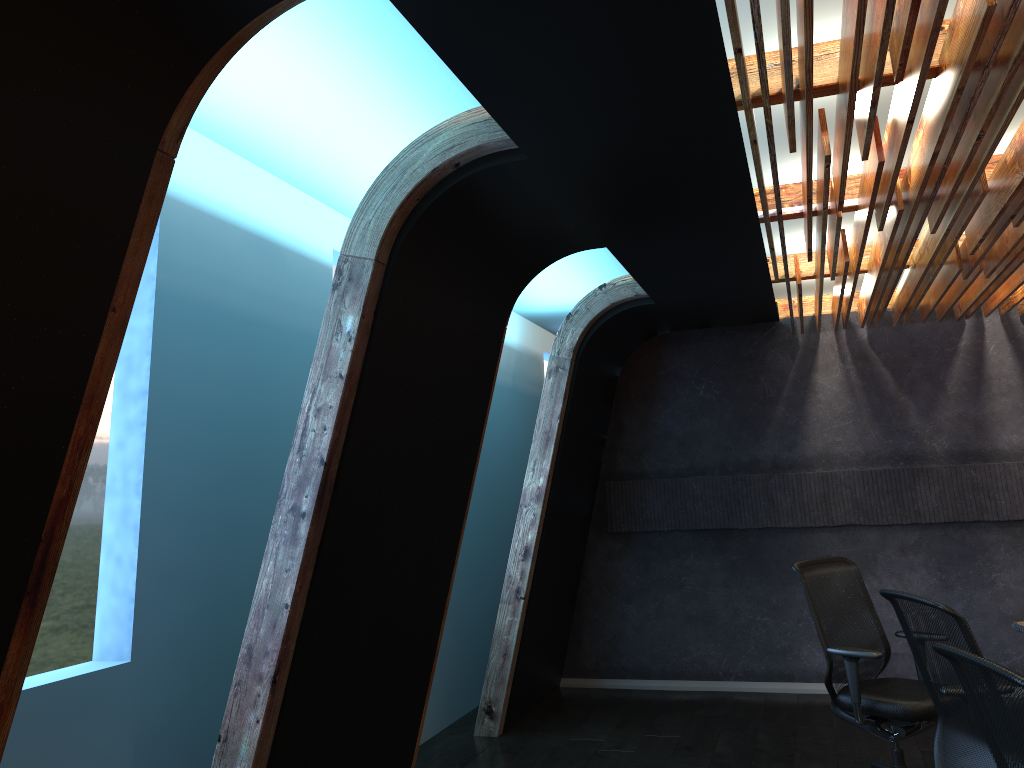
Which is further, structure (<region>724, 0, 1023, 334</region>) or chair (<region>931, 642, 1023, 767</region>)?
structure (<region>724, 0, 1023, 334</region>)

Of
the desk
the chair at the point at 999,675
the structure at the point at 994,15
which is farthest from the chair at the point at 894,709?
the chair at the point at 999,675

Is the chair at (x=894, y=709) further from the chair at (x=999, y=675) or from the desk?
the chair at (x=999, y=675)

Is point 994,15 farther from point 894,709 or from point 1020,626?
point 1020,626

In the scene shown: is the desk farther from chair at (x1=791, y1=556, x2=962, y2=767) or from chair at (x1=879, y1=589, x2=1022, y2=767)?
chair at (x1=879, y1=589, x2=1022, y2=767)

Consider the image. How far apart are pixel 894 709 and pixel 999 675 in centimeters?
277cm

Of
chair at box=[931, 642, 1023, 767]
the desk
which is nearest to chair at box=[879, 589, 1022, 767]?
chair at box=[931, 642, 1023, 767]

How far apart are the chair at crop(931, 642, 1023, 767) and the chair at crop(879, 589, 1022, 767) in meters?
0.8 m

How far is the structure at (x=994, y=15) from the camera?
2.5 meters

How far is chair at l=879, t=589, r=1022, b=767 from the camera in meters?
3.3 m
